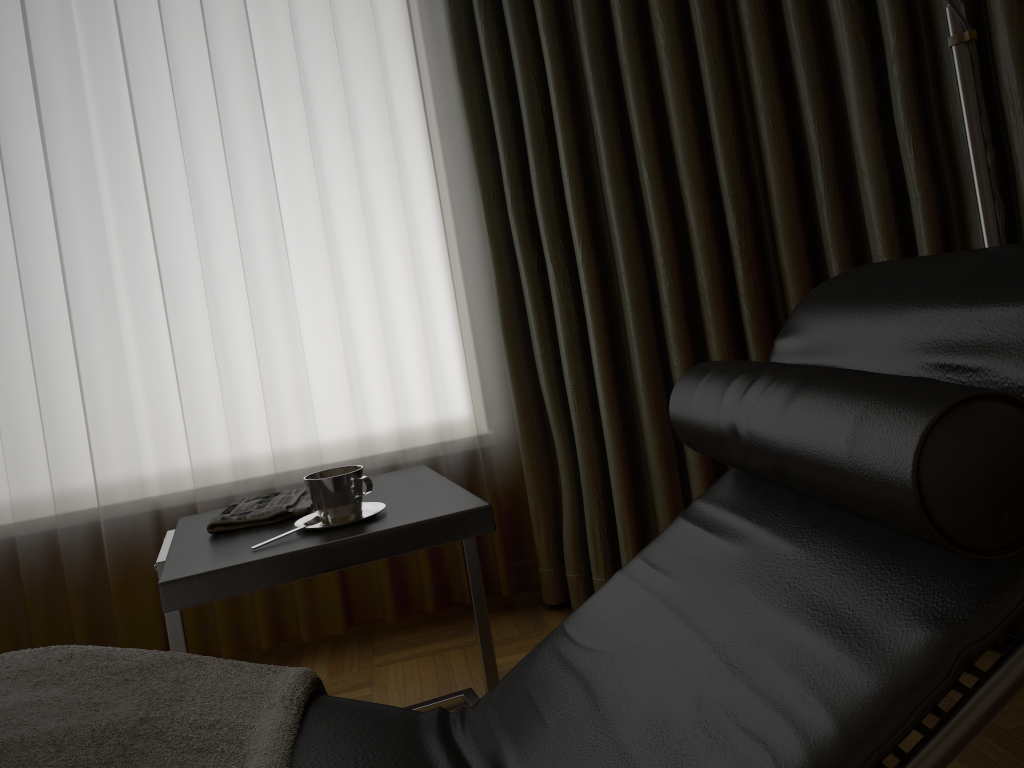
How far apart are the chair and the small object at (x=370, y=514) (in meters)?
0.38

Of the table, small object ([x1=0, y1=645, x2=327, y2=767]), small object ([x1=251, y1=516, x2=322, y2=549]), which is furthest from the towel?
small object ([x1=0, y1=645, x2=327, y2=767])

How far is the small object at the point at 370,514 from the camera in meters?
1.5 m

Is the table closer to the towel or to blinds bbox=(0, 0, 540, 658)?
the towel

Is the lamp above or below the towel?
Answer: above

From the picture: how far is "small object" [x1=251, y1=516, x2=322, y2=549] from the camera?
1.43m

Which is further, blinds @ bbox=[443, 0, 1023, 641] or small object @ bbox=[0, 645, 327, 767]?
blinds @ bbox=[443, 0, 1023, 641]

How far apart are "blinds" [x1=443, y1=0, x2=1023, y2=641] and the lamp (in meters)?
0.45

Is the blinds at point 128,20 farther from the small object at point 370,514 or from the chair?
the chair

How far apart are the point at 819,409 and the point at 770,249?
1.3m
